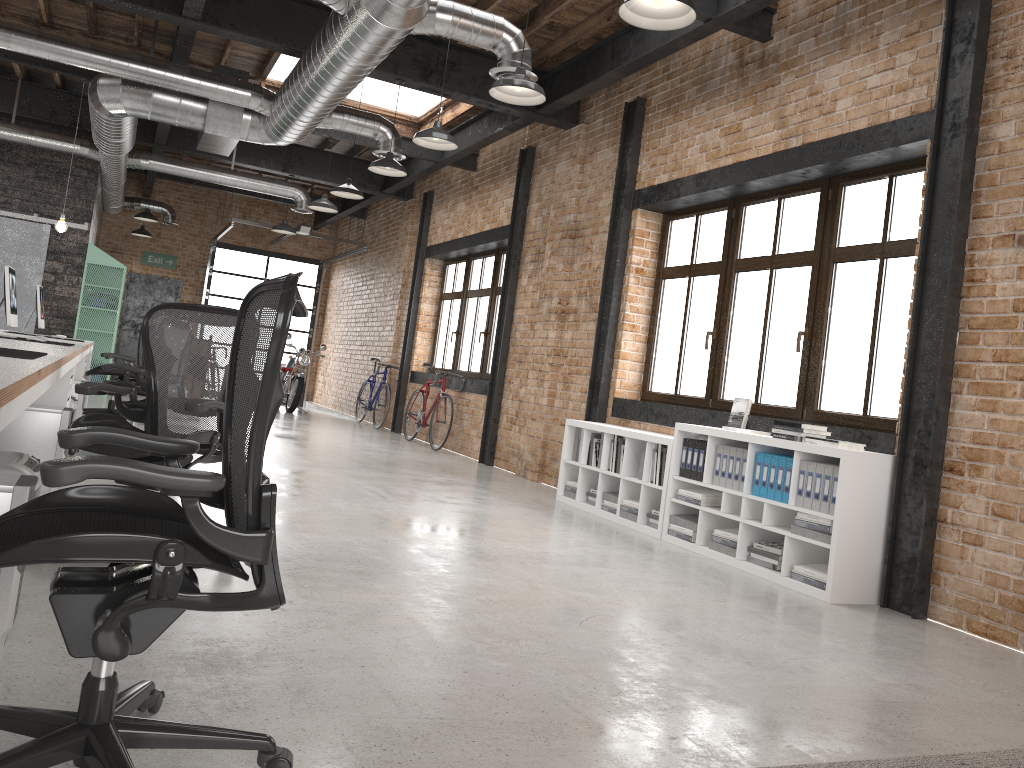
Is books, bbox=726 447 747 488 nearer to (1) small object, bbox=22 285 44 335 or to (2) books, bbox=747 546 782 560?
(2) books, bbox=747 546 782 560

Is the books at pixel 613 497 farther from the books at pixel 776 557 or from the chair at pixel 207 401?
the chair at pixel 207 401

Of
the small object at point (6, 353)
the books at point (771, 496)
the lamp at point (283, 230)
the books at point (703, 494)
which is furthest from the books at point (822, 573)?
the lamp at point (283, 230)

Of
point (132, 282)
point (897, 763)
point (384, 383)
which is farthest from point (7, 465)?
point (132, 282)

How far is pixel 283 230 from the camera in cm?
1286

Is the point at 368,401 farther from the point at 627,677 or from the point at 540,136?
the point at 627,677

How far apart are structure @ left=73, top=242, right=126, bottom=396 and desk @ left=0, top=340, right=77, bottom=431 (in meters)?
8.01

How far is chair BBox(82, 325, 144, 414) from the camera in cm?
872

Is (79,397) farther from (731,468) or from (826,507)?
(826,507)

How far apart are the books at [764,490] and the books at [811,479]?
0.35m
